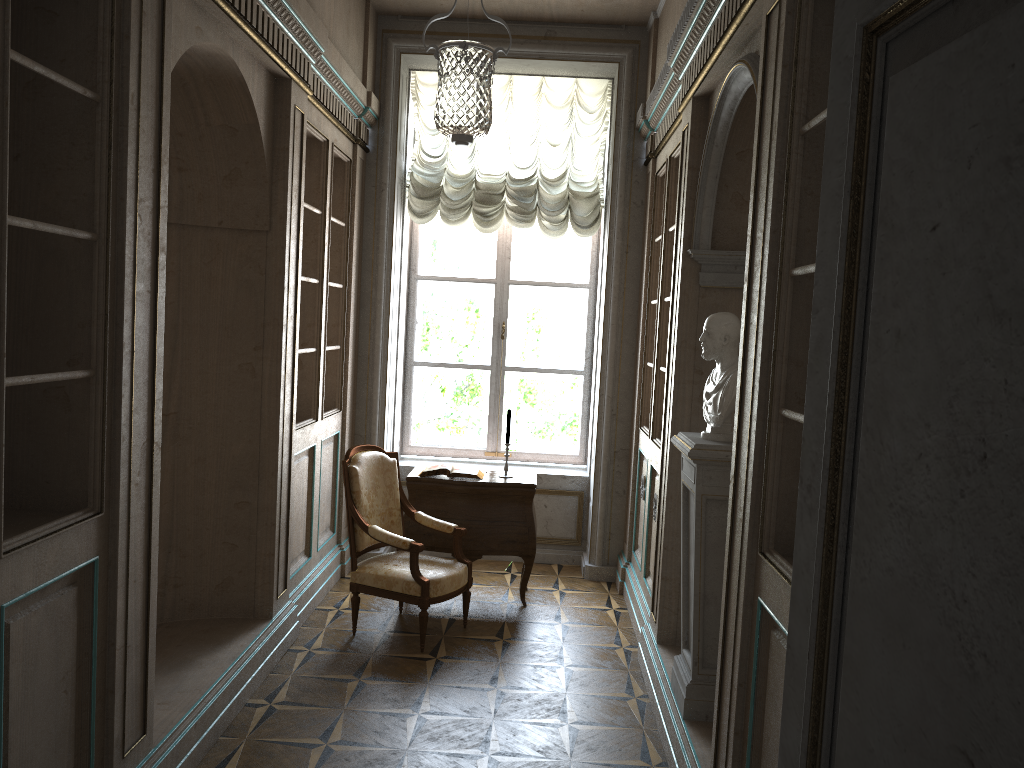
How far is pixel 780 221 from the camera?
2.61m

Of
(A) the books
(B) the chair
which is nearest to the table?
(A) the books

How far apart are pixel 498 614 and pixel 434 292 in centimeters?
260cm

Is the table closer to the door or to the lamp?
the lamp

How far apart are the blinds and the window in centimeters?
30cm

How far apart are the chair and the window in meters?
1.6 m

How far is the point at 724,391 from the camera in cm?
346

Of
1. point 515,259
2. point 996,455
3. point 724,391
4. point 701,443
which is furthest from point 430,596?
point 996,455

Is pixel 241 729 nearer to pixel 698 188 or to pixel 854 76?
pixel 698 188

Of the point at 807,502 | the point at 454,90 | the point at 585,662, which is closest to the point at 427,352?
the point at 454,90
